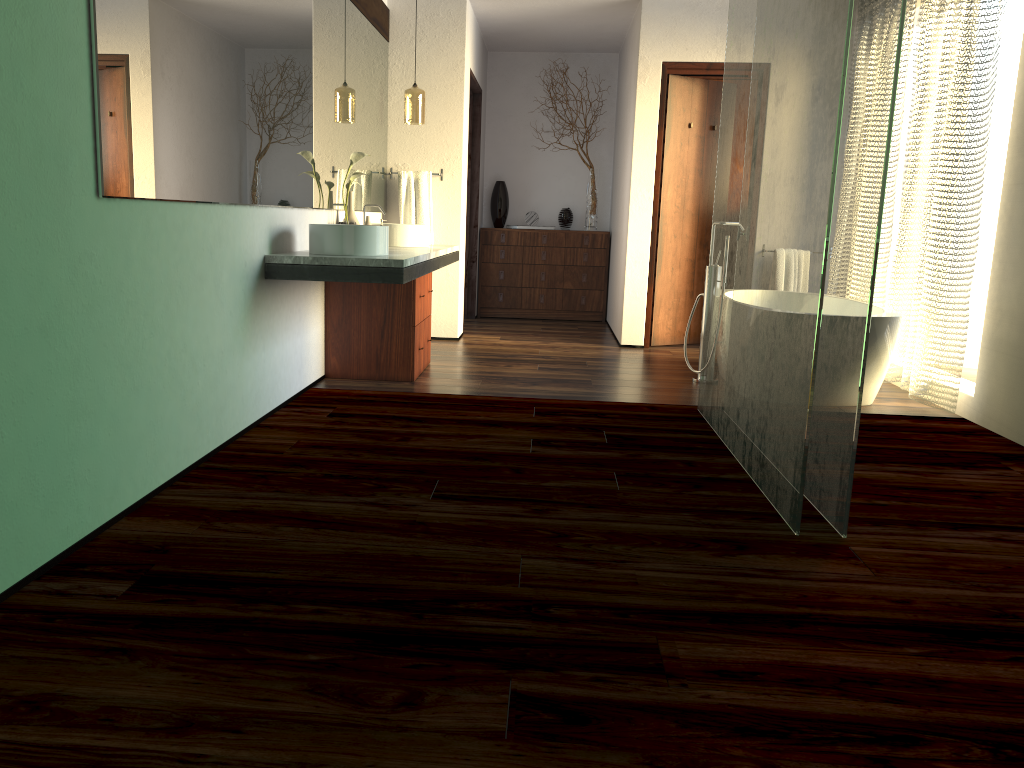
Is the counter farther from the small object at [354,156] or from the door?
the door

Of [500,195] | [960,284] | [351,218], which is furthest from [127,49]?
[500,195]

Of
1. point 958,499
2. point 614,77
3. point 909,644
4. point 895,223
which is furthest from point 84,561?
point 614,77

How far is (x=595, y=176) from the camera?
7.8m

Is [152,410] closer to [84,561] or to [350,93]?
[84,561]

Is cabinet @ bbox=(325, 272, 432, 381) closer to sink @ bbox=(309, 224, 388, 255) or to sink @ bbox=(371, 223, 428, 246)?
sink @ bbox=(371, 223, 428, 246)

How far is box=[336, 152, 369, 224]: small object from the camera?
4.64m

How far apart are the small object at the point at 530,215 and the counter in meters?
2.4

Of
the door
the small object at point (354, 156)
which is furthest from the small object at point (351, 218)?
the door

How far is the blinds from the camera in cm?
429
